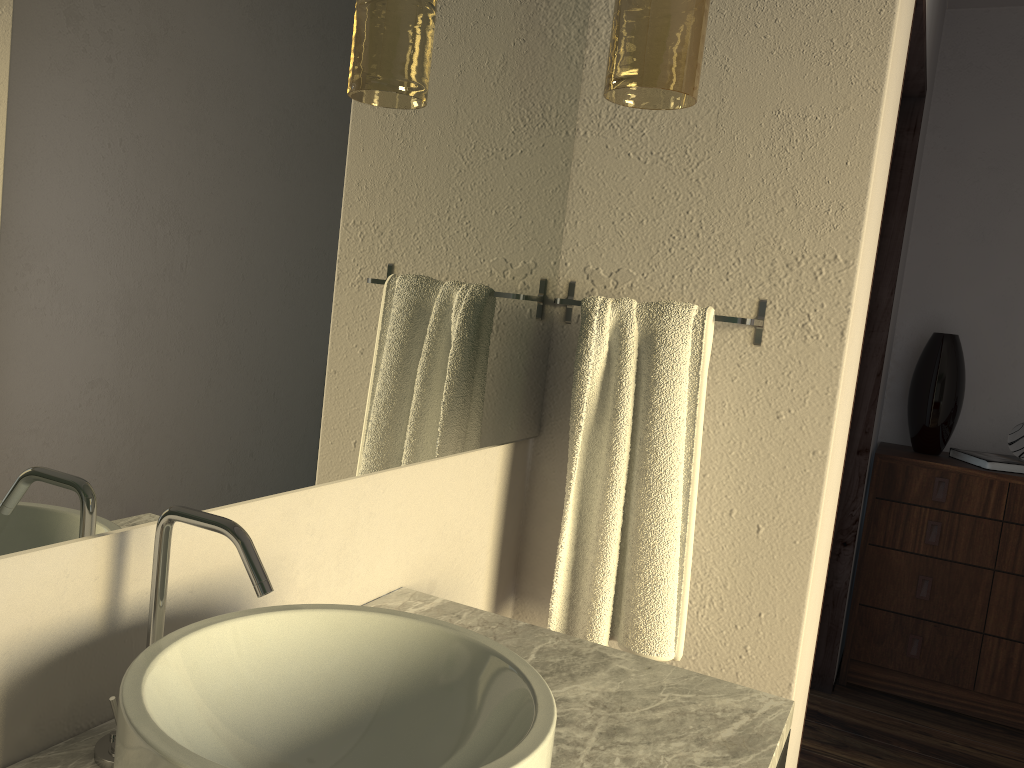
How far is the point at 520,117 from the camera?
1.48m

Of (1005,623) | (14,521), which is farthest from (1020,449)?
(14,521)

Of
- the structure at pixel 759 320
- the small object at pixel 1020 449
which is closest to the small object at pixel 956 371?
the small object at pixel 1020 449

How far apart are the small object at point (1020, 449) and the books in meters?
0.0

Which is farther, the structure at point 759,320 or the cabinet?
the cabinet

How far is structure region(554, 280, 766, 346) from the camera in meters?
1.5 m

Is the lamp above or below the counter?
above

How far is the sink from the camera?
0.7 meters

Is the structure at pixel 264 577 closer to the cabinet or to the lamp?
the lamp

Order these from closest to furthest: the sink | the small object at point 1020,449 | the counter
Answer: the sink → the counter → the small object at point 1020,449
